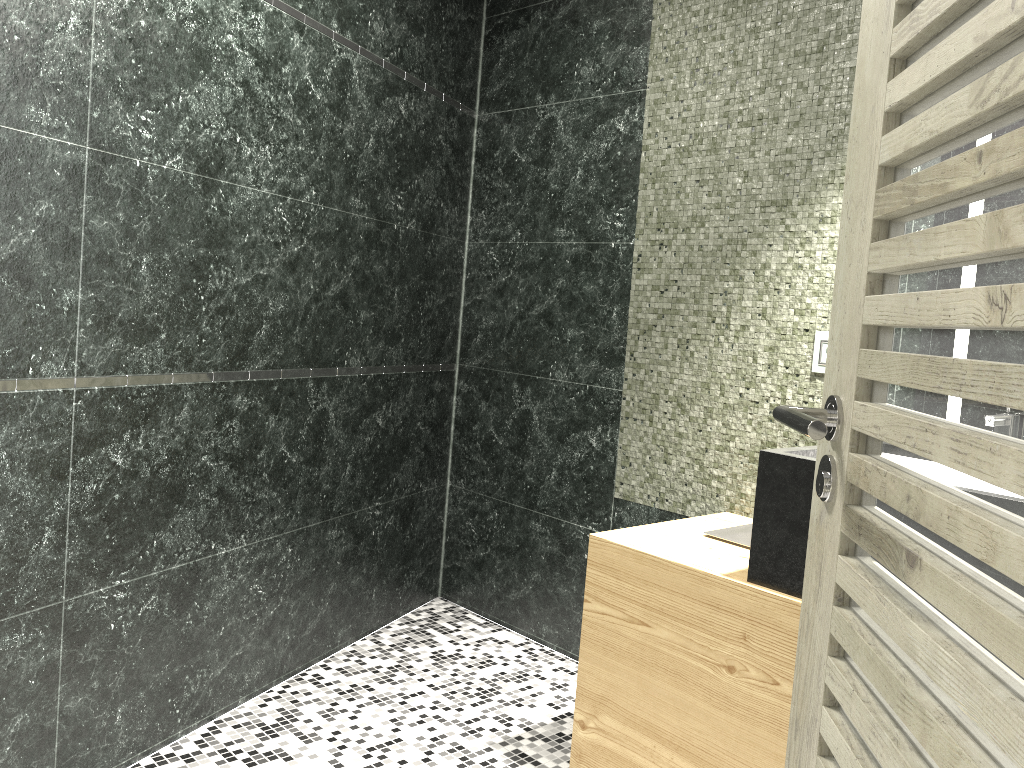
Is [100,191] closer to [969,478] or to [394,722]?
[394,722]

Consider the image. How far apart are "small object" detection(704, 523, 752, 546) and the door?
1.3m

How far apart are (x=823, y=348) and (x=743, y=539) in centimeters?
61cm

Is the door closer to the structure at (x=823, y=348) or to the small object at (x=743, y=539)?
the small object at (x=743, y=539)

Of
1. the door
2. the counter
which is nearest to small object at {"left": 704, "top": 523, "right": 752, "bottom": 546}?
the counter

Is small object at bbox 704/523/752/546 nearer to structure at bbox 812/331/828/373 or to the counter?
the counter

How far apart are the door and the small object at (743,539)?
1.3 meters

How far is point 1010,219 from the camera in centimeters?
69cm

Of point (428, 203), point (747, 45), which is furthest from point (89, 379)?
point (747, 45)

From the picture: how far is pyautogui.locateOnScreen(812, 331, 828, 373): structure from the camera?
2.6 meters
